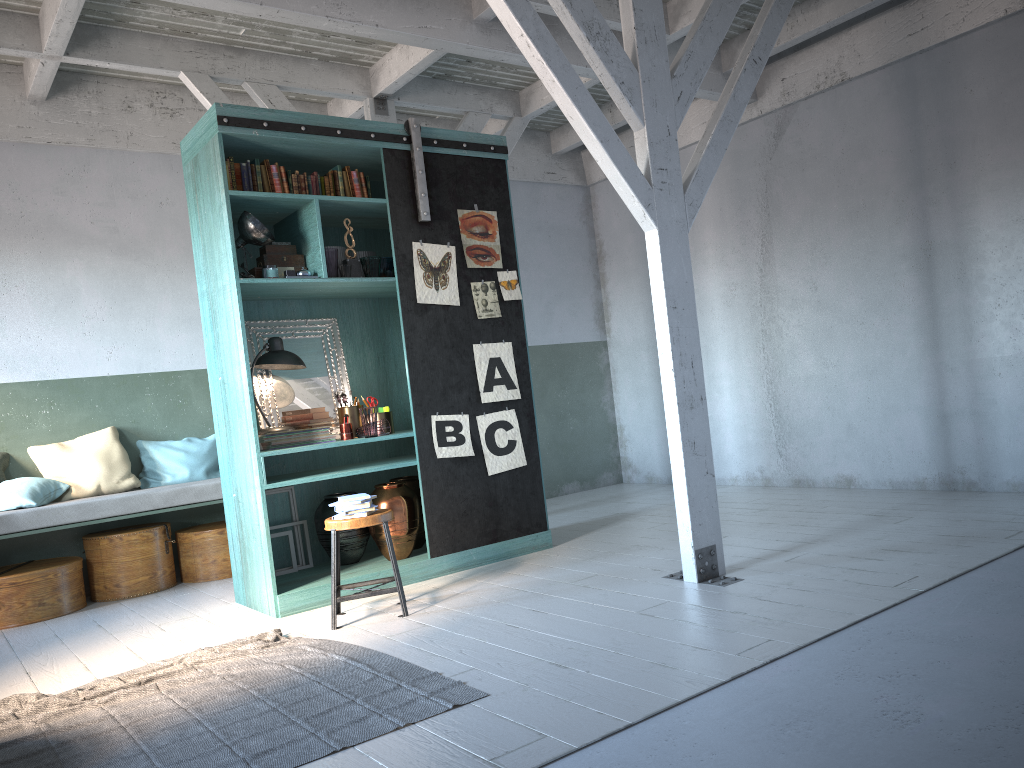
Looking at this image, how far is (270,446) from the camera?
A: 6.4m

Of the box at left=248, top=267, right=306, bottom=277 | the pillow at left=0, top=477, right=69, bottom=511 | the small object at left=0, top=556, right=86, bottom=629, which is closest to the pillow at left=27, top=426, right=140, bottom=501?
the pillow at left=0, top=477, right=69, bottom=511

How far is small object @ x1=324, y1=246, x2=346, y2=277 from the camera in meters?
6.7 m

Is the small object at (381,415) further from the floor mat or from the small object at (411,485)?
the floor mat

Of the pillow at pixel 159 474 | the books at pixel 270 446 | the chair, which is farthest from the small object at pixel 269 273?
the pillow at pixel 159 474

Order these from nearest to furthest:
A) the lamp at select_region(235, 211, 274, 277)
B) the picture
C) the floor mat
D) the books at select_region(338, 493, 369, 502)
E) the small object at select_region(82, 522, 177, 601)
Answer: the floor mat → the books at select_region(338, 493, 369, 502) → the lamp at select_region(235, 211, 274, 277) → the picture → the small object at select_region(82, 522, 177, 601)

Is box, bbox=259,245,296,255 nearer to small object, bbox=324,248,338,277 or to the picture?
small object, bbox=324,248,338,277

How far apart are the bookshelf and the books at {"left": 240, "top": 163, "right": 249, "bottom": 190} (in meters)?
0.11

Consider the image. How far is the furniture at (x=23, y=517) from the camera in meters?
6.9 m

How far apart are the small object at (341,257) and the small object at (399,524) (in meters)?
1.78
